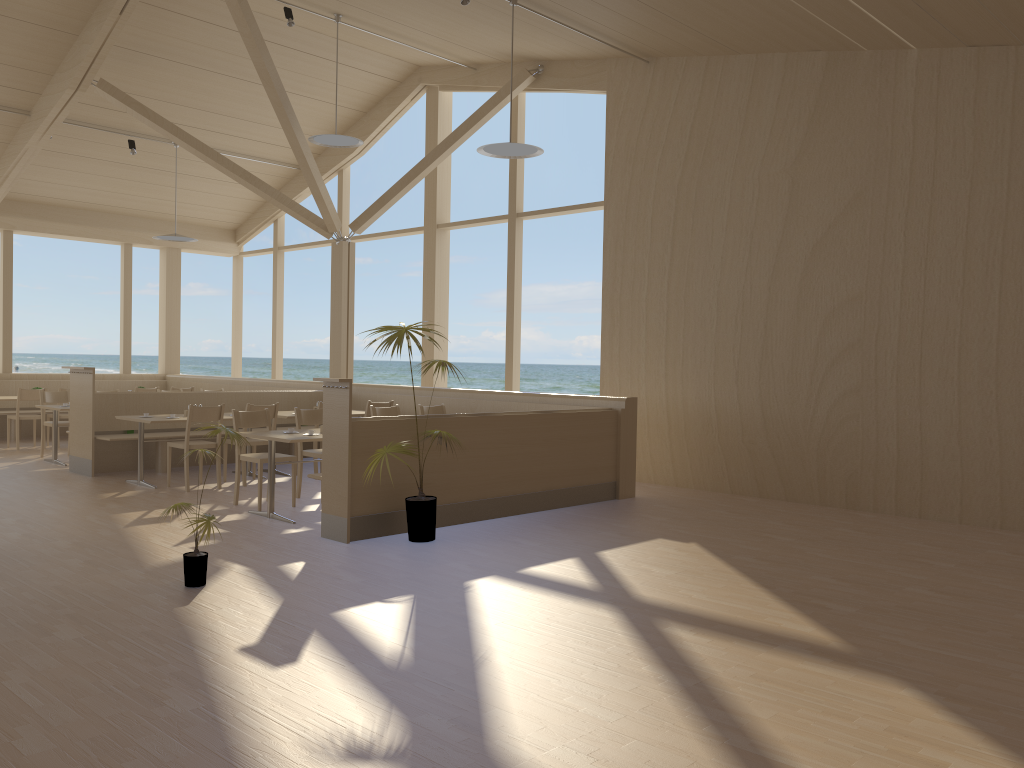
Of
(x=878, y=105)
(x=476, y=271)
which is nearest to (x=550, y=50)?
(x=878, y=105)

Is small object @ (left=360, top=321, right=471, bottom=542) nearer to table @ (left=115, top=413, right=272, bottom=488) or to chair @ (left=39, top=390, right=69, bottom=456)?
table @ (left=115, top=413, right=272, bottom=488)

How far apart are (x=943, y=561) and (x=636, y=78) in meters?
5.8

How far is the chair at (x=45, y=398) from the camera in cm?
1049

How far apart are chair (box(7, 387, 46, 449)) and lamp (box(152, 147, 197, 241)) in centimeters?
264cm

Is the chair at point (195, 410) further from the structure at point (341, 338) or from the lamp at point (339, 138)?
the structure at point (341, 338)

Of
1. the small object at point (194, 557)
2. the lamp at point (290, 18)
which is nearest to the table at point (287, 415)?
the lamp at point (290, 18)

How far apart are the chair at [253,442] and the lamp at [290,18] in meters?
3.9

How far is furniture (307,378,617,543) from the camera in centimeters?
595cm

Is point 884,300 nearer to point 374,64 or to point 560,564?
point 560,564
